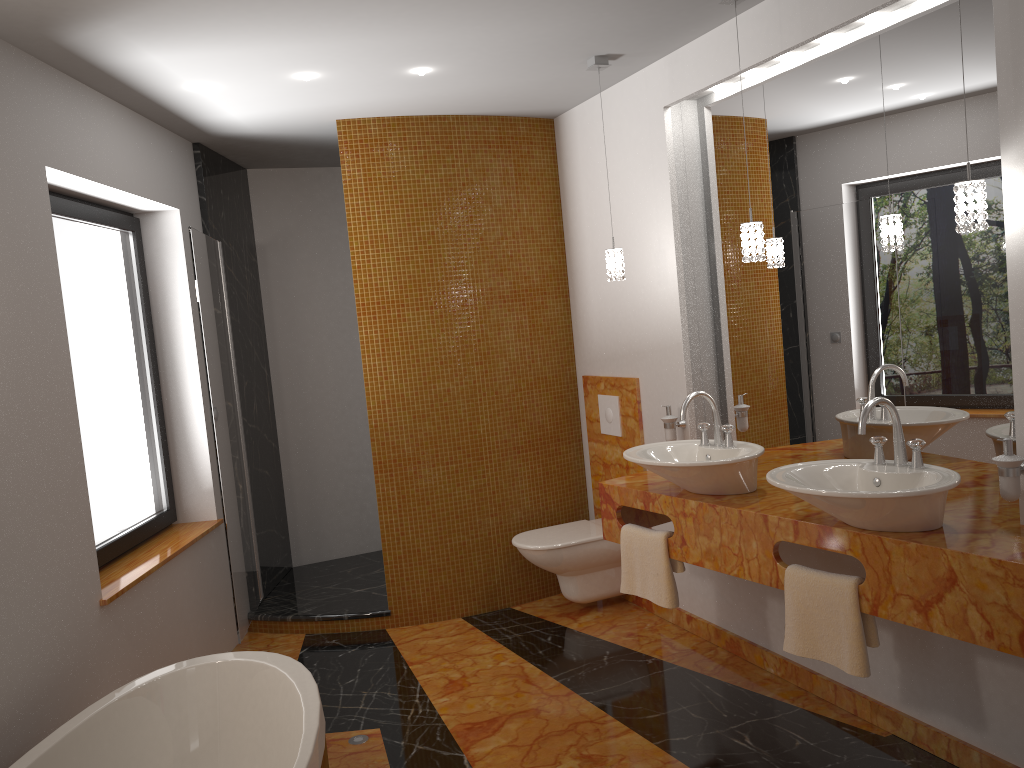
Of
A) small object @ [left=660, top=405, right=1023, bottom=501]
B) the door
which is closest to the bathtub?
the door

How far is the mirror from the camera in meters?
2.6

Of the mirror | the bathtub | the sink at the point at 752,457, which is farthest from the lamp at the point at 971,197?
the bathtub

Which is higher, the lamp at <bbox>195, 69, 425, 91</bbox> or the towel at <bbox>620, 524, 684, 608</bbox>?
the lamp at <bbox>195, 69, 425, 91</bbox>

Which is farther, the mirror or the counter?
the mirror

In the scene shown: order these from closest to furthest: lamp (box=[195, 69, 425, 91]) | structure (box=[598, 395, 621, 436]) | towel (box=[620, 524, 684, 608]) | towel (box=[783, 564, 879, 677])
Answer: towel (box=[783, 564, 879, 677])
towel (box=[620, 524, 684, 608])
lamp (box=[195, 69, 425, 91])
structure (box=[598, 395, 621, 436])

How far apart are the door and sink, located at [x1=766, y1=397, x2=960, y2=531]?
2.4m

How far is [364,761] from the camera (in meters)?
2.90

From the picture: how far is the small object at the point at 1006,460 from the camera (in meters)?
2.32

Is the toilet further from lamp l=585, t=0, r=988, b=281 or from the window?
the window
